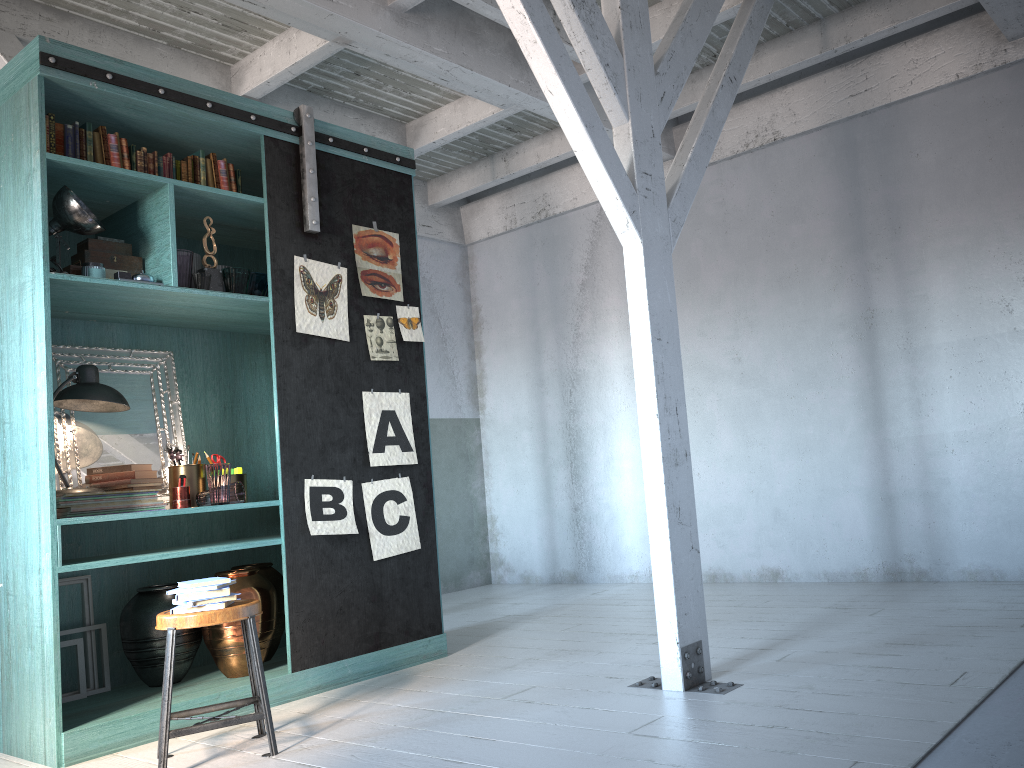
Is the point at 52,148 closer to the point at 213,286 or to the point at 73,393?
the point at 213,286

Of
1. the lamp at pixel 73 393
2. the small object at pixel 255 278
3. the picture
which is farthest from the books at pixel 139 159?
the lamp at pixel 73 393

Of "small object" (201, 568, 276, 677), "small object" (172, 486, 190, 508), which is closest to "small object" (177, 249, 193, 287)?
"small object" (172, 486, 190, 508)

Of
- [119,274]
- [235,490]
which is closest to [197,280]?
[119,274]

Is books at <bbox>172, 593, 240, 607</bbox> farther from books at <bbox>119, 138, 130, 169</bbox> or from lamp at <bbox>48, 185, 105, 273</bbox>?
books at <bbox>119, 138, 130, 169</bbox>

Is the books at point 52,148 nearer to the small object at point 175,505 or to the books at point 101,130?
the books at point 101,130

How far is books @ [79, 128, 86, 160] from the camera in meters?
4.8

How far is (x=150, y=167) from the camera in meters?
5.0 m

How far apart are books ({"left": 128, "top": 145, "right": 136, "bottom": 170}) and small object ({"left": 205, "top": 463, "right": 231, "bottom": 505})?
1.8m

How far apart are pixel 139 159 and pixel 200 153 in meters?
0.4
